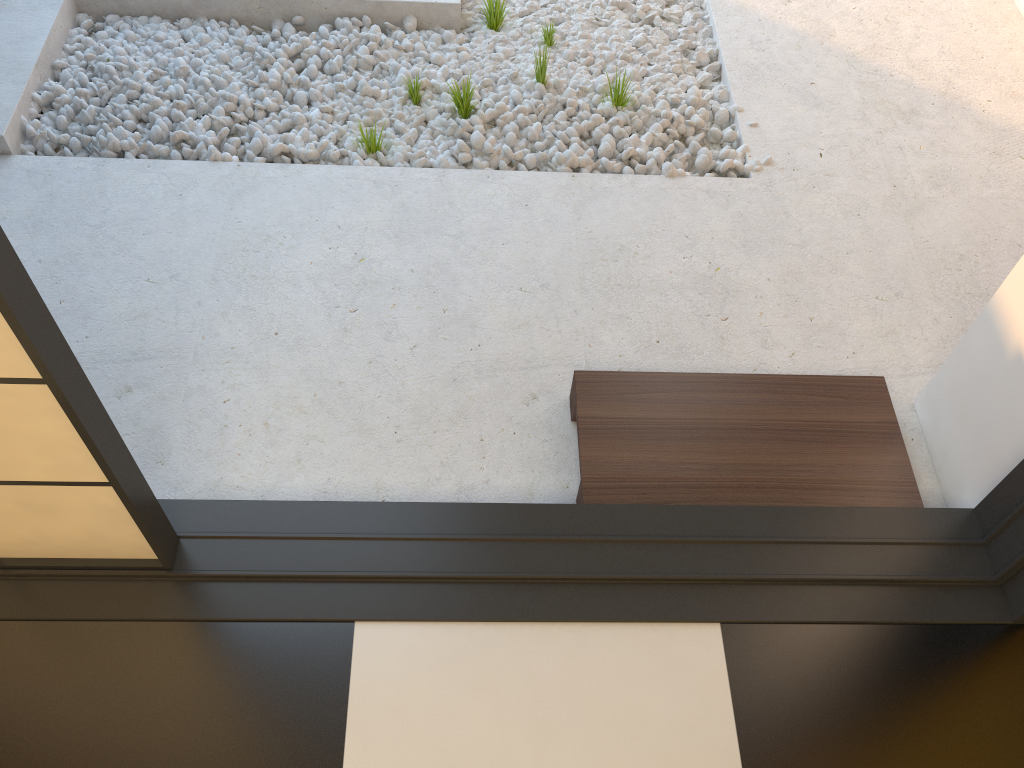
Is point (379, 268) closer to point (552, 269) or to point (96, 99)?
point (552, 269)

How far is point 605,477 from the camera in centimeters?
180cm

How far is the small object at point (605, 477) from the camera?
1.8 meters

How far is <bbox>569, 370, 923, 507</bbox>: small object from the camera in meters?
1.8

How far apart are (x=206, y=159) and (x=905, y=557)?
2.0m
